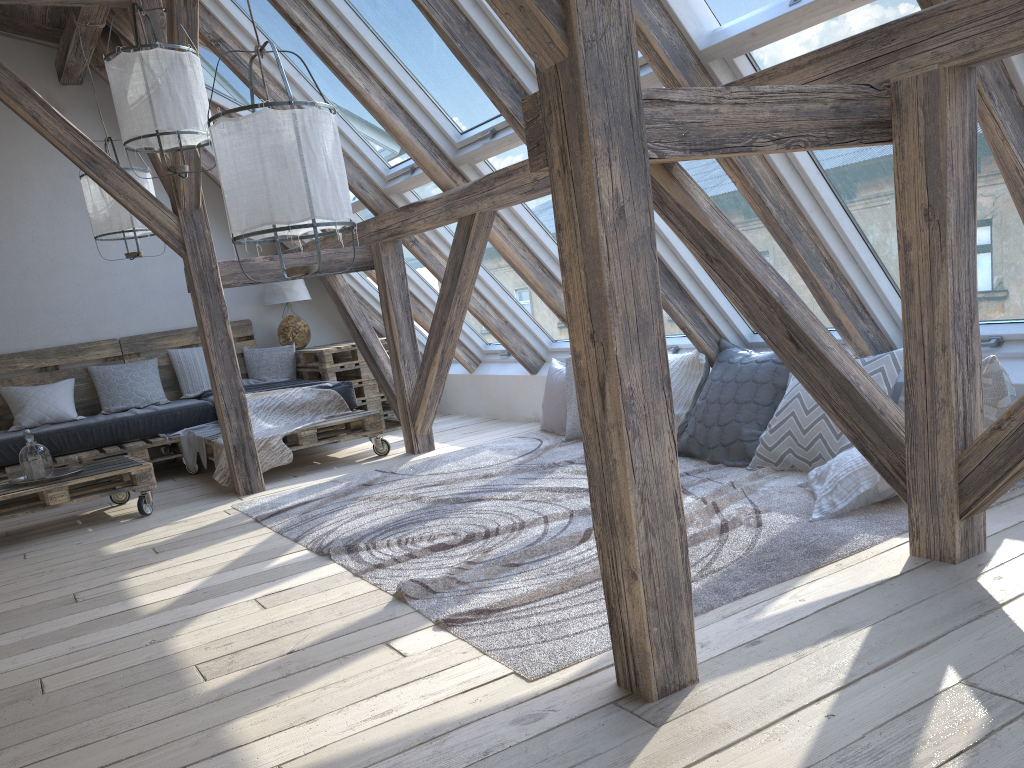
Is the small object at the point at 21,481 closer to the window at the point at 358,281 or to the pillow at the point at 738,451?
the window at the point at 358,281

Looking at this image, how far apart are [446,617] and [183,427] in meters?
4.3 m

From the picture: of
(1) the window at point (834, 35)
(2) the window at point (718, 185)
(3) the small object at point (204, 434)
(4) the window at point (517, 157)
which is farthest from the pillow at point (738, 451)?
(3) the small object at point (204, 434)

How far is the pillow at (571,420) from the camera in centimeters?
523cm

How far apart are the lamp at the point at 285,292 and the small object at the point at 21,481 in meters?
2.4

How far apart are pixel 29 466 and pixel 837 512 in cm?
404

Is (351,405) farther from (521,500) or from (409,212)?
(521,500)

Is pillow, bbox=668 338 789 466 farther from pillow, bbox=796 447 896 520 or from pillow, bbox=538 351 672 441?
pillow, bbox=538 351 672 441

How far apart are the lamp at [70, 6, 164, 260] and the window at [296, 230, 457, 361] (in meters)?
1.87

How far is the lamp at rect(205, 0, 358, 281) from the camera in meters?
2.7 m
